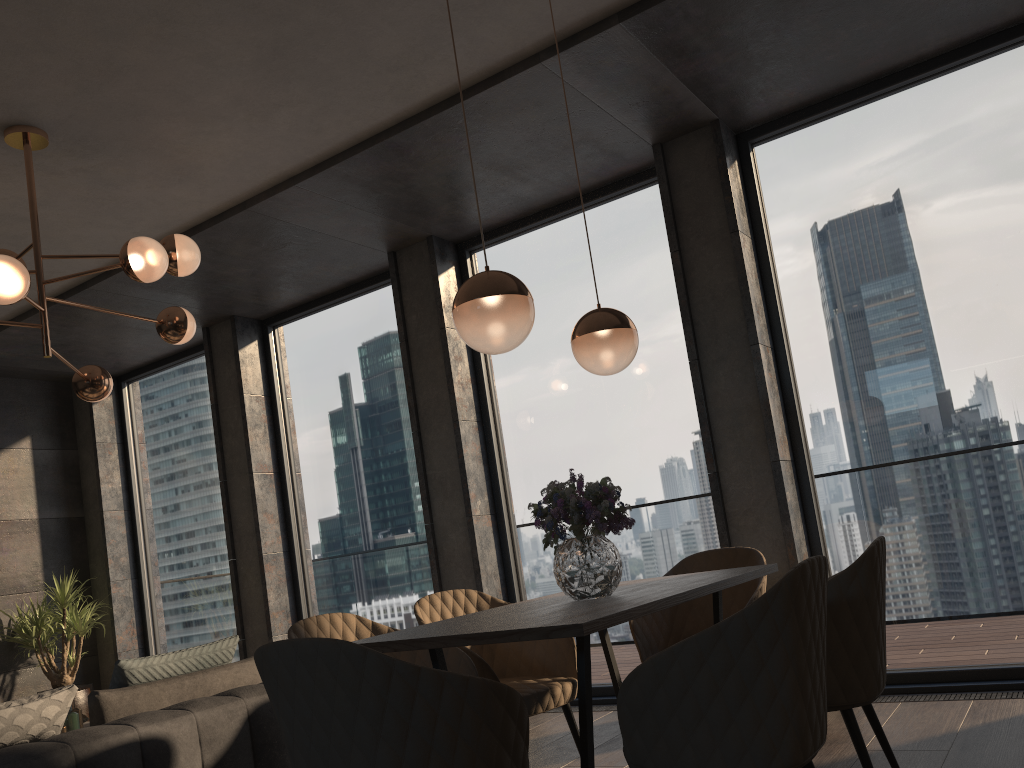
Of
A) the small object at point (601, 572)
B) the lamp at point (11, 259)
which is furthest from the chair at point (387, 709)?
the lamp at point (11, 259)

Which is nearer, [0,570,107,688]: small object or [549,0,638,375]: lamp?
[549,0,638,375]: lamp

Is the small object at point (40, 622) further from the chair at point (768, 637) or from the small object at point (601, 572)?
the chair at point (768, 637)

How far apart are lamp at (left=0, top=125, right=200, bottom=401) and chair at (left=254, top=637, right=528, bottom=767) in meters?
2.2 m

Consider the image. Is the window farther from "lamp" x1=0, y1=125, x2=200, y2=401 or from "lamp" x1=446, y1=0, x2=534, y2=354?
"lamp" x1=446, y1=0, x2=534, y2=354

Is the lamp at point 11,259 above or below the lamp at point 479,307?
above

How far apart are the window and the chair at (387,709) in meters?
2.9

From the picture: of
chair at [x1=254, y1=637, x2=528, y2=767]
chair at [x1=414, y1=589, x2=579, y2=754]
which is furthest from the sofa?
chair at [x1=254, y1=637, x2=528, y2=767]

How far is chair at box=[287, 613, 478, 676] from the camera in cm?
277

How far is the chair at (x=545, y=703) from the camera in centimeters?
299cm
